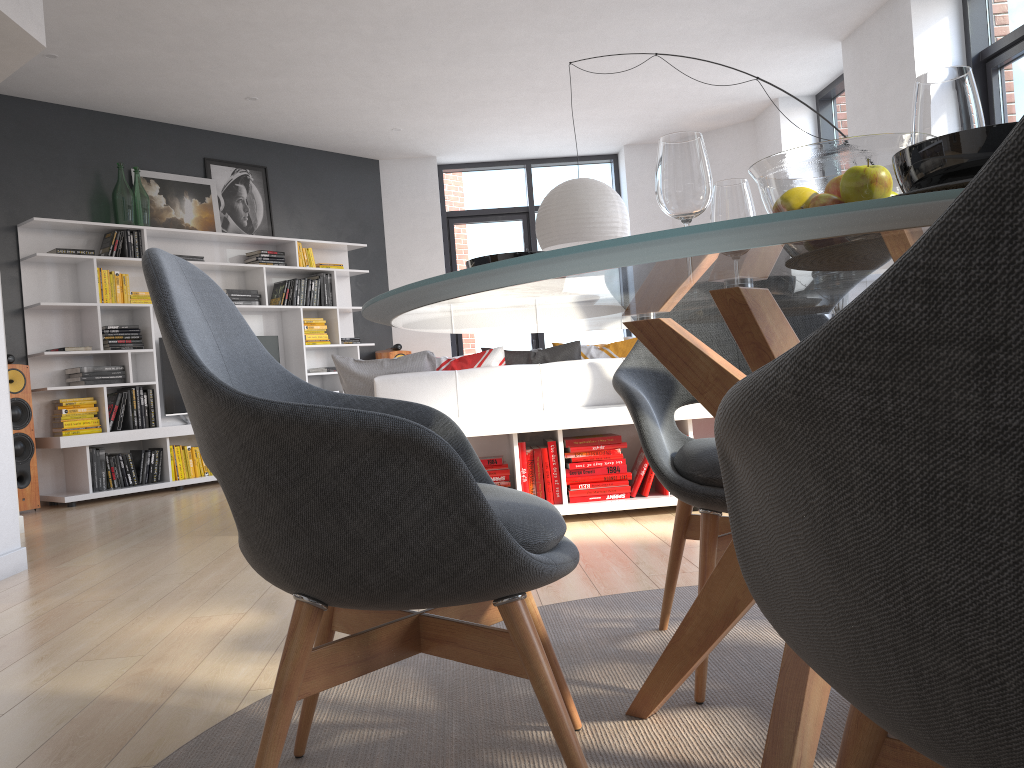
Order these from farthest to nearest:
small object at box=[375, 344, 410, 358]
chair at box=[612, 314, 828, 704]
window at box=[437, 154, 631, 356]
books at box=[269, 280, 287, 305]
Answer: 1. window at box=[437, 154, 631, 356]
2. small object at box=[375, 344, 410, 358]
3. books at box=[269, 280, 287, 305]
4. chair at box=[612, 314, 828, 704]

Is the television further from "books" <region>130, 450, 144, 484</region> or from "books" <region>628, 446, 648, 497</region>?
"books" <region>628, 446, 648, 497</region>

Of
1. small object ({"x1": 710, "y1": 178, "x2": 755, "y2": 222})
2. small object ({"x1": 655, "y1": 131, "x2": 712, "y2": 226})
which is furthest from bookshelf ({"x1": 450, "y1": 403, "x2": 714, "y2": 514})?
small object ({"x1": 655, "y1": 131, "x2": 712, "y2": 226})

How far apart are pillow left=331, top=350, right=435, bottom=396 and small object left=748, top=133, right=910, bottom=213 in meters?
3.3 m

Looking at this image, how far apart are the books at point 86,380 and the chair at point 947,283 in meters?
6.6 m

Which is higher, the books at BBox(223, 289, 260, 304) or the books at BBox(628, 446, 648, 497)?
the books at BBox(223, 289, 260, 304)

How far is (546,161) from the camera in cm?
953

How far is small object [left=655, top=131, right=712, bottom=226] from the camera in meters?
1.3

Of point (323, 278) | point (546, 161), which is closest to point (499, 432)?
point (323, 278)

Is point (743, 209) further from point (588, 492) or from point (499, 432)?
point (588, 492)
